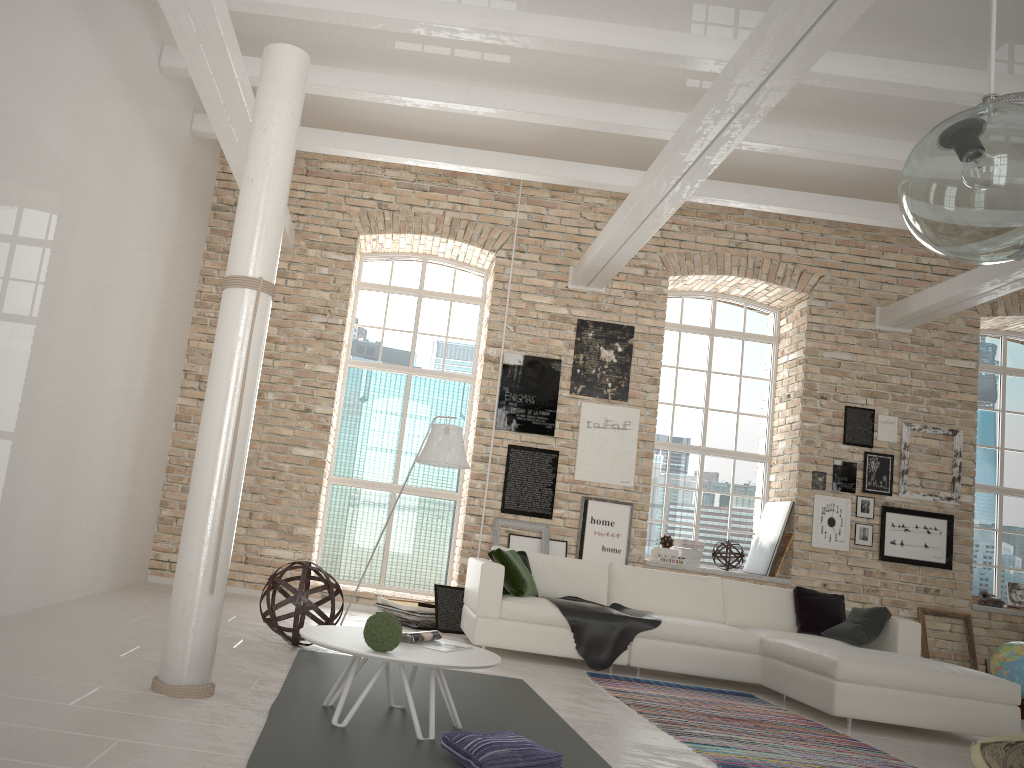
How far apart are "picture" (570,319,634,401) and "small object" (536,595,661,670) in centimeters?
236cm

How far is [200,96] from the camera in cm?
610

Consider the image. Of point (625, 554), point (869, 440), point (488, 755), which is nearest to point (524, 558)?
point (625, 554)

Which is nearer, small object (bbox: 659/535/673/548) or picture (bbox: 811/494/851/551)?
picture (bbox: 811/494/851/551)

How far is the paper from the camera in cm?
421

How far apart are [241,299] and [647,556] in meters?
6.6

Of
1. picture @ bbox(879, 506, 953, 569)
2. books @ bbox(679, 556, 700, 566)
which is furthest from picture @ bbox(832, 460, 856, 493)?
books @ bbox(679, 556, 700, 566)

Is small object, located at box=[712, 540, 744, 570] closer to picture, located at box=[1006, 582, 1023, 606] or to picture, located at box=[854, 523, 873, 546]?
picture, located at box=[854, 523, 873, 546]

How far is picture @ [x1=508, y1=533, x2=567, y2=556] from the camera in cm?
847

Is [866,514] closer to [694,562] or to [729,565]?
[729,565]
